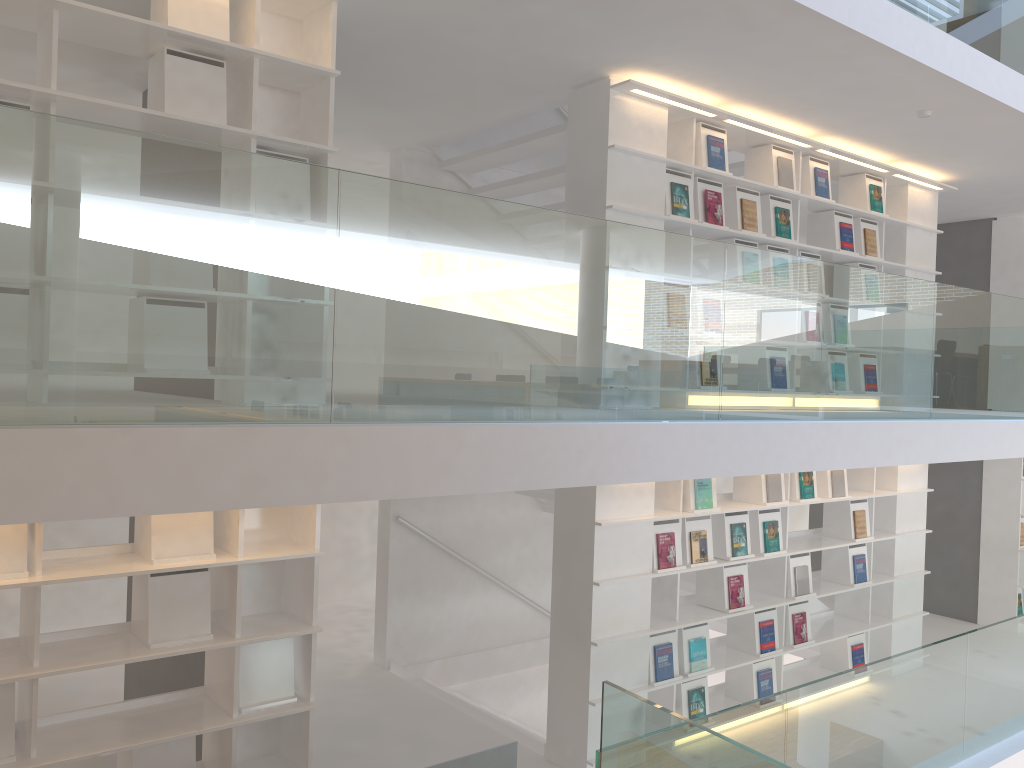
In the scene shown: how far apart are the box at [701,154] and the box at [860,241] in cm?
158

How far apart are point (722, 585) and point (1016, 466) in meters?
4.3

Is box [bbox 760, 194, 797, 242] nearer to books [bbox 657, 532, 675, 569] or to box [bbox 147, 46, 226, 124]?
books [bbox 657, 532, 675, 569]

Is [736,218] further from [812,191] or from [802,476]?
[802,476]

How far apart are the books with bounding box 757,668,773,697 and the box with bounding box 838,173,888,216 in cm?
337

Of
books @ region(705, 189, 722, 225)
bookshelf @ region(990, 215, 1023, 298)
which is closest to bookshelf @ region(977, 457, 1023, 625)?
bookshelf @ region(990, 215, 1023, 298)

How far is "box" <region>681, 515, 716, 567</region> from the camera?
5.4m

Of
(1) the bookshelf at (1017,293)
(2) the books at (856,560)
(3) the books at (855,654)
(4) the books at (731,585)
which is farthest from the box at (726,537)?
(1) the bookshelf at (1017,293)

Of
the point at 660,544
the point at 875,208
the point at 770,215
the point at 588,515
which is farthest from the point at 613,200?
the point at 875,208

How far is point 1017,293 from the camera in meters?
8.3 m
